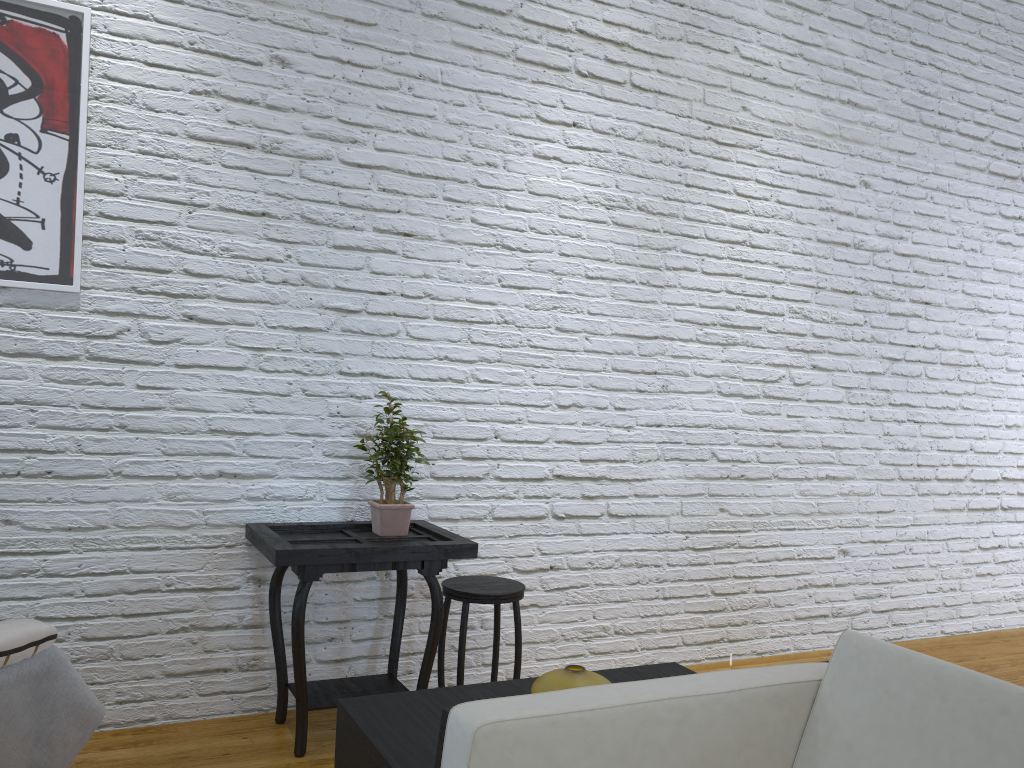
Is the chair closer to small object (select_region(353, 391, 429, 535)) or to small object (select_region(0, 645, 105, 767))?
small object (select_region(353, 391, 429, 535))

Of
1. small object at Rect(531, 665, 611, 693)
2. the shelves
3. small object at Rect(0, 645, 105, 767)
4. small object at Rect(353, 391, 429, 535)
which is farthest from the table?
small object at Rect(531, 665, 611, 693)

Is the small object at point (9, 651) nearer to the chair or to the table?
the table

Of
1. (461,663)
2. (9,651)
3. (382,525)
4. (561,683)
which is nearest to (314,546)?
(382,525)

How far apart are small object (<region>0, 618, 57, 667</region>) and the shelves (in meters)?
0.77

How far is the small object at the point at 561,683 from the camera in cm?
146

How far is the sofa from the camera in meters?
1.1 m

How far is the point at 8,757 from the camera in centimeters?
181cm

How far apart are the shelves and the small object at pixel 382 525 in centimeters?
105cm

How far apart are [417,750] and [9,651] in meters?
1.0 m
